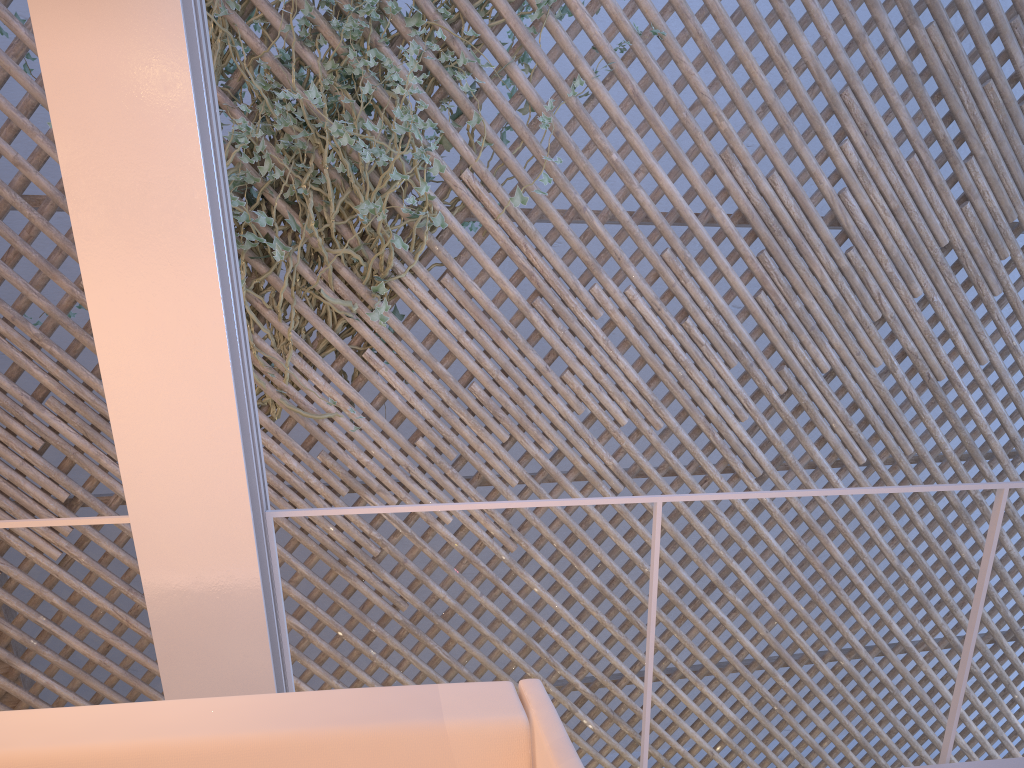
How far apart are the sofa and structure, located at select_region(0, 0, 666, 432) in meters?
1.7 m

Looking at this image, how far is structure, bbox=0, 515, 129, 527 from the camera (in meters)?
1.11

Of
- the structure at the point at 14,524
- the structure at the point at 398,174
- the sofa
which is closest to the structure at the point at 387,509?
the structure at the point at 14,524

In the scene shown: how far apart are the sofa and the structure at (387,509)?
0.4m

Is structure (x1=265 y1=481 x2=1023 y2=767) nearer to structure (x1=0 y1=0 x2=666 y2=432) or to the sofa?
the sofa

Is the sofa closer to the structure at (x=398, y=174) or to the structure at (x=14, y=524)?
the structure at (x=14, y=524)

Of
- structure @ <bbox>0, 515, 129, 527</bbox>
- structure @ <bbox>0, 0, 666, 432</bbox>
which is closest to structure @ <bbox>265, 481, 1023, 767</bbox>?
structure @ <bbox>0, 515, 129, 527</bbox>

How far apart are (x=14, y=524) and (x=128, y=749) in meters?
0.5

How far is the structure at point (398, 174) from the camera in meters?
2.5 m

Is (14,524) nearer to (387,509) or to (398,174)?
(387,509)
